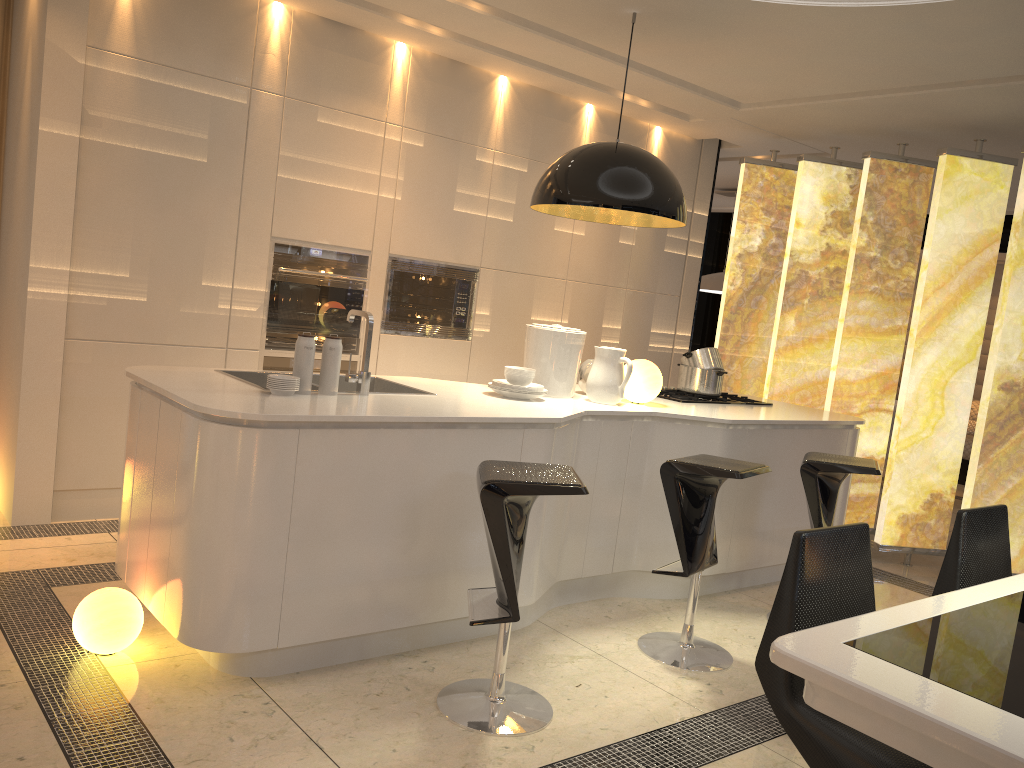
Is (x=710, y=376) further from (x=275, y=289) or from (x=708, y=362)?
(x=275, y=289)

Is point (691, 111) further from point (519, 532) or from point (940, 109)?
point (519, 532)

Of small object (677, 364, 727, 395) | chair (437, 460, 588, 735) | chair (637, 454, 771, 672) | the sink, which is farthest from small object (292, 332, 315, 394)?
small object (677, 364, 727, 395)

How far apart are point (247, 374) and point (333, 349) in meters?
0.6

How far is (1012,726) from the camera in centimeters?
138cm

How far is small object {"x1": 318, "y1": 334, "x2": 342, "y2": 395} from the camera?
3.2 meters

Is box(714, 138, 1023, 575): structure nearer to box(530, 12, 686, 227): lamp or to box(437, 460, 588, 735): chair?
box(530, 12, 686, 227): lamp

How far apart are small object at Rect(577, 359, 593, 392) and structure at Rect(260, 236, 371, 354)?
1.41m

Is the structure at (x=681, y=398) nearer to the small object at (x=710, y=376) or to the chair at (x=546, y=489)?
the small object at (x=710, y=376)

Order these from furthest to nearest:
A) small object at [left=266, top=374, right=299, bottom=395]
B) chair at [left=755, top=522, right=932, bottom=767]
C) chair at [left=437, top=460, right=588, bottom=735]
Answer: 1. small object at [left=266, top=374, right=299, bottom=395]
2. chair at [left=437, top=460, right=588, bottom=735]
3. chair at [left=755, top=522, right=932, bottom=767]
